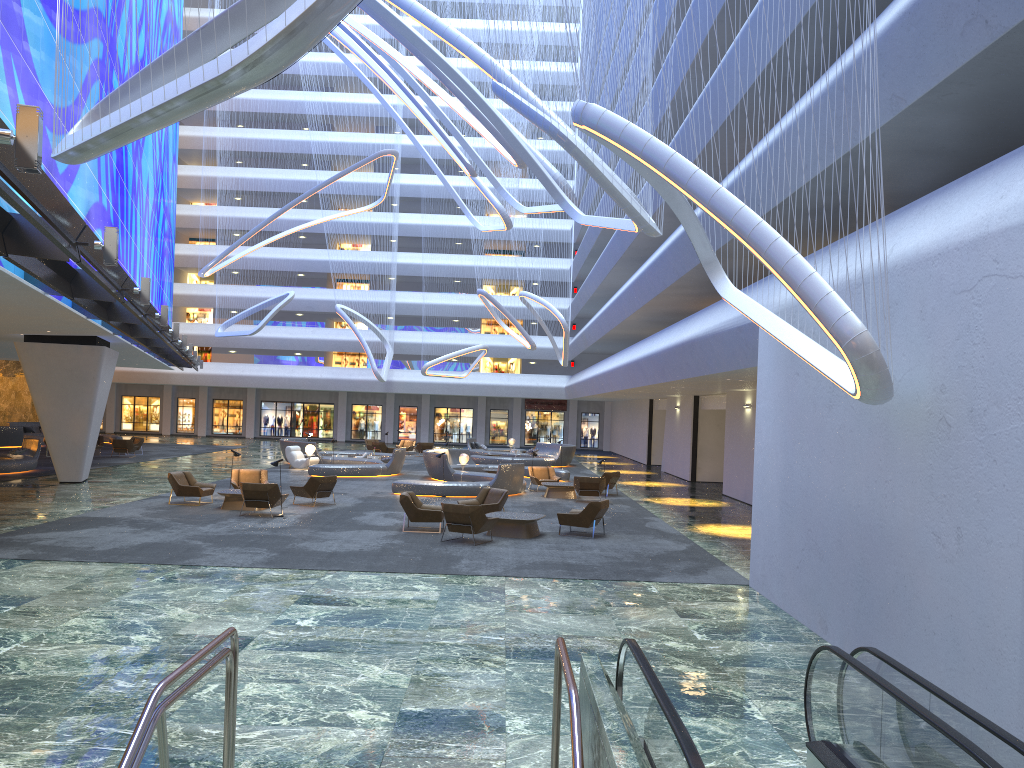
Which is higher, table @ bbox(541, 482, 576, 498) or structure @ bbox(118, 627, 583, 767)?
structure @ bbox(118, 627, 583, 767)

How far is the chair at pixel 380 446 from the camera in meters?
43.8

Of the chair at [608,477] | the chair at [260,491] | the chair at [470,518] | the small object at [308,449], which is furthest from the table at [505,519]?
the small object at [308,449]

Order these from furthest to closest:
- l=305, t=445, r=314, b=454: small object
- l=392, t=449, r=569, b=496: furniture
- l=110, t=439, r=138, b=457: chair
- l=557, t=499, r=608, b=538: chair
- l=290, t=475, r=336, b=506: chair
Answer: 1. l=110, t=439, r=138, b=457: chair
2. l=305, t=445, r=314, b=454: small object
3. l=392, t=449, r=569, b=496: furniture
4. l=290, t=475, r=336, b=506: chair
5. l=557, t=499, r=608, b=538: chair

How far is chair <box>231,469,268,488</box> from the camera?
23.0m

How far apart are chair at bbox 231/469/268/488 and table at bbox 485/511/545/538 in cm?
784

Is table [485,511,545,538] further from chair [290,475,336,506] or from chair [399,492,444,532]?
chair [290,475,336,506]

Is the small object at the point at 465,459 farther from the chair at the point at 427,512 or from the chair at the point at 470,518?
the chair at the point at 470,518

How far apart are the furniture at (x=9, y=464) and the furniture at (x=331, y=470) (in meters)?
8.82

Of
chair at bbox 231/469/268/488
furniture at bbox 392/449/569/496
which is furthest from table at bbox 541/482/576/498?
chair at bbox 231/469/268/488
